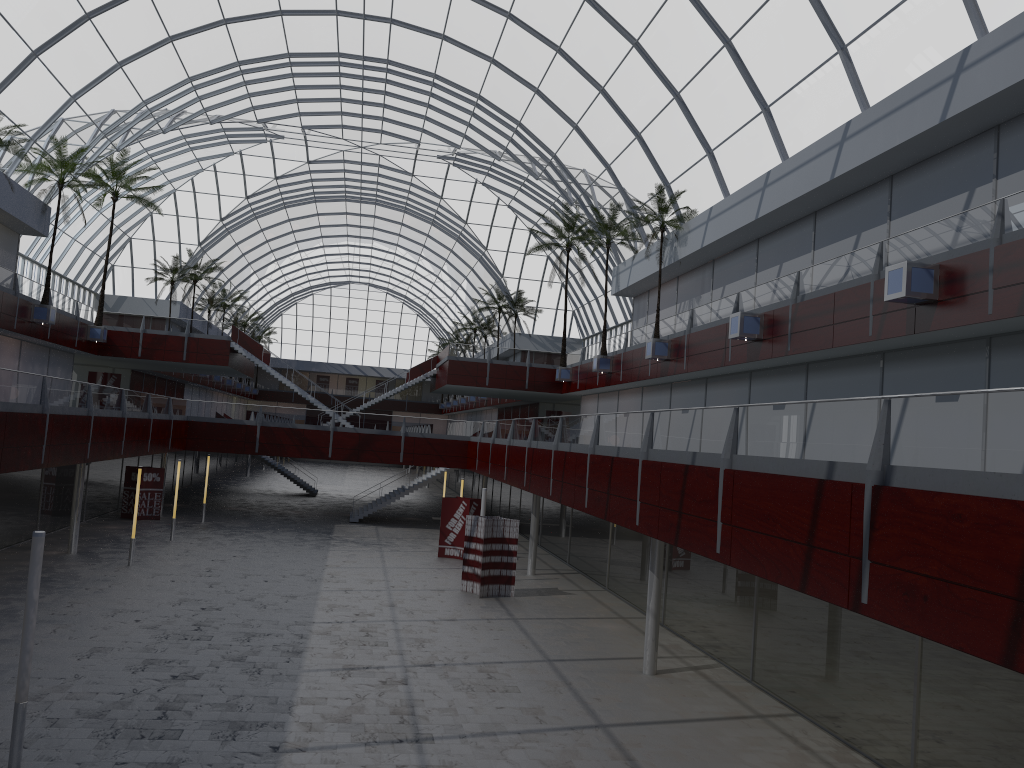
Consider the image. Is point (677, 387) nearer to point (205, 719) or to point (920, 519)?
point (205, 719)

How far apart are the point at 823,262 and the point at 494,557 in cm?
1720
